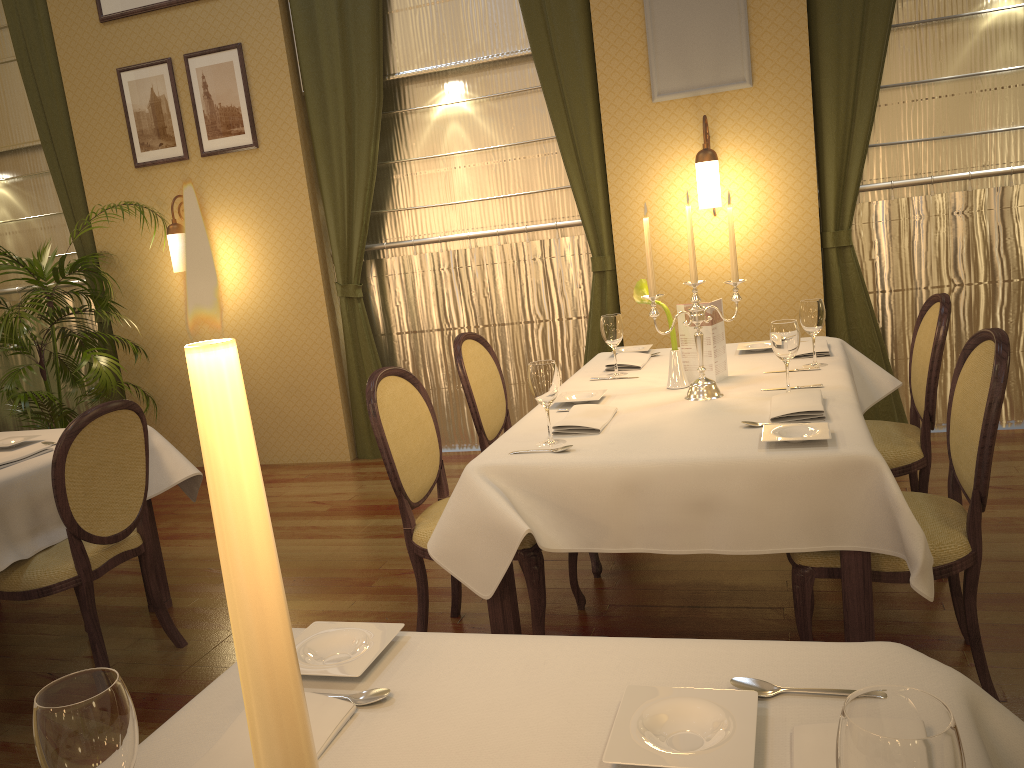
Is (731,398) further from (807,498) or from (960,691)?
(960,691)

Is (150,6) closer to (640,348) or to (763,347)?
(640,348)

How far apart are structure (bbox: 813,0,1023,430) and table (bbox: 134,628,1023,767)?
3.96m

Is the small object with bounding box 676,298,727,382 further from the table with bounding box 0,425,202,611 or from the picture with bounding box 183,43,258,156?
Result: the picture with bounding box 183,43,258,156

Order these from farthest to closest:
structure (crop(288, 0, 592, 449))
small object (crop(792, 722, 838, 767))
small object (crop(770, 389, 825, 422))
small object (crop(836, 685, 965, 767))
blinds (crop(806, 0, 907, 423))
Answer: structure (crop(288, 0, 592, 449)) → blinds (crop(806, 0, 907, 423)) → small object (crop(770, 389, 825, 422)) → small object (crop(792, 722, 838, 767)) → small object (crop(836, 685, 965, 767))

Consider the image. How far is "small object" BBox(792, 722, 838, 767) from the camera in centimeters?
93cm

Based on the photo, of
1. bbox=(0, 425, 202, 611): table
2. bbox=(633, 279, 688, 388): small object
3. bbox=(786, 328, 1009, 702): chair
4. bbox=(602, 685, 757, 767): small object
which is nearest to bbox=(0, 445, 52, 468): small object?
bbox=(0, 425, 202, 611): table

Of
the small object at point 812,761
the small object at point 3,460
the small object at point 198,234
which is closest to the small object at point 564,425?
the small object at point 812,761

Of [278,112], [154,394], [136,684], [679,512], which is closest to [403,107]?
[278,112]

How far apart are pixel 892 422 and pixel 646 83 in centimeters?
237cm
